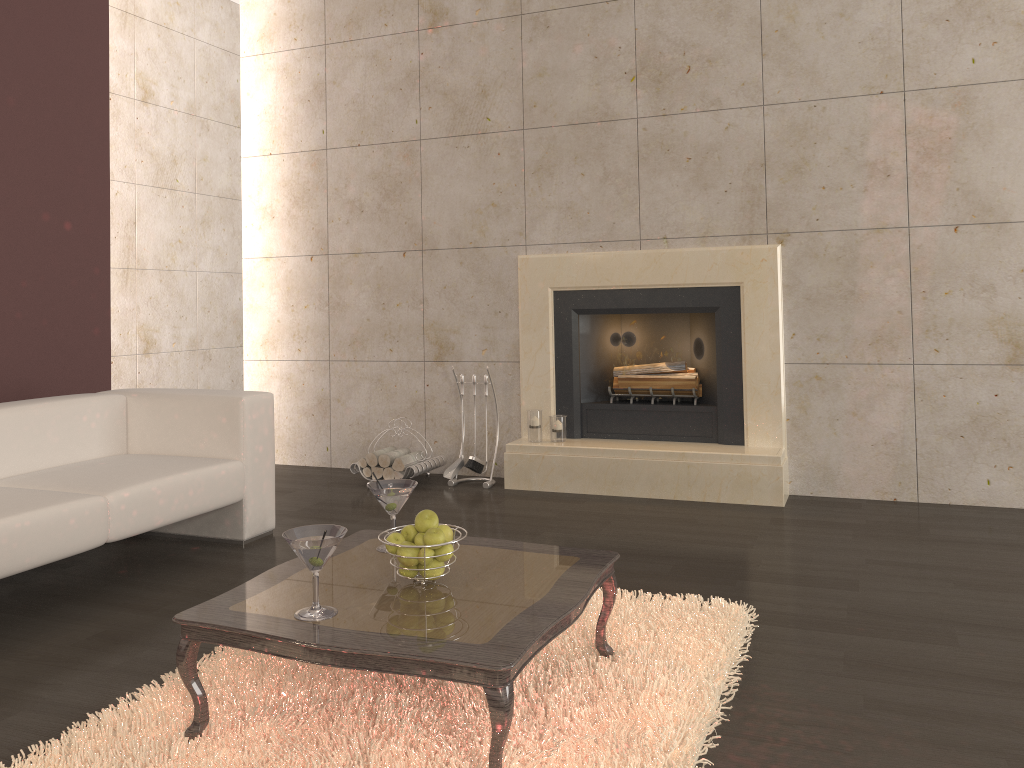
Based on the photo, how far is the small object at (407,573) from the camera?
2.3 meters

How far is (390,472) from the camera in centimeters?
517cm

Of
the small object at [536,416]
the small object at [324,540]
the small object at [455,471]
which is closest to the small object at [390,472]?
the small object at [455,471]

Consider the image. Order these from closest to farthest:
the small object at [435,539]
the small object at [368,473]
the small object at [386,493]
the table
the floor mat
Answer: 1. the table
2. the floor mat
3. the small object at [435,539]
4. the small object at [386,493]
5. the small object at [368,473]

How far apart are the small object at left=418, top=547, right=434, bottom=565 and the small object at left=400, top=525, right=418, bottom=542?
0.1m

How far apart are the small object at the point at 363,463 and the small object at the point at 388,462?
0.12m

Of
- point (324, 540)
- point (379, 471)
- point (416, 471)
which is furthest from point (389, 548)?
point (379, 471)

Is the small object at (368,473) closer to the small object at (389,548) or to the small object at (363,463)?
the small object at (363,463)

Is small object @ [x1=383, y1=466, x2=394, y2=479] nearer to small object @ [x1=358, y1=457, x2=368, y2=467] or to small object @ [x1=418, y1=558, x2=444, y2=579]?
small object @ [x1=358, y1=457, x2=368, y2=467]

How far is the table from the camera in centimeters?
190cm
